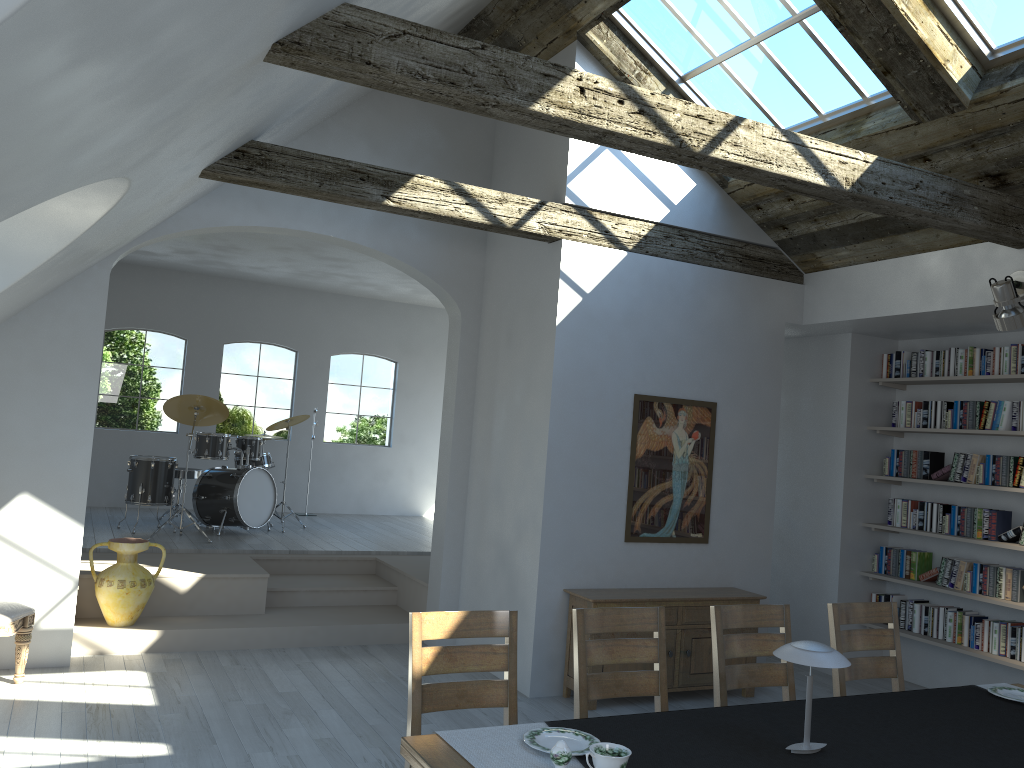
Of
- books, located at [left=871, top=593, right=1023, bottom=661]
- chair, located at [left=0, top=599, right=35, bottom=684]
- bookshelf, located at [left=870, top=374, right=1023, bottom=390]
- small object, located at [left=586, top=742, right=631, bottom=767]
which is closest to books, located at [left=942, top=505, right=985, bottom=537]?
books, located at [left=871, top=593, right=1023, bottom=661]

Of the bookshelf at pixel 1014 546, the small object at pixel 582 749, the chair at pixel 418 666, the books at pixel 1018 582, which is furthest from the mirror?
the small object at pixel 582 749

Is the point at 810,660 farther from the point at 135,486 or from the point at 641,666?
the point at 135,486

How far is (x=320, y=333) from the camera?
11.8 meters

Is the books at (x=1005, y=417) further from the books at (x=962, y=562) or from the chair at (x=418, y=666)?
the chair at (x=418, y=666)

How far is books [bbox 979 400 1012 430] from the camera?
6.4 meters

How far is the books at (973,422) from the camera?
6.60m

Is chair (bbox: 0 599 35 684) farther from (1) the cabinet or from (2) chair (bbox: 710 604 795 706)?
(2) chair (bbox: 710 604 795 706)

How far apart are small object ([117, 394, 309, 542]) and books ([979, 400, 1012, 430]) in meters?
6.7 m

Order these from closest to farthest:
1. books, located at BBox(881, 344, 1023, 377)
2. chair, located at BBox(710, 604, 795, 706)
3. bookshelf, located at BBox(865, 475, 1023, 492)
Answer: chair, located at BBox(710, 604, 795, 706), books, located at BBox(881, 344, 1023, 377), bookshelf, located at BBox(865, 475, 1023, 492)
